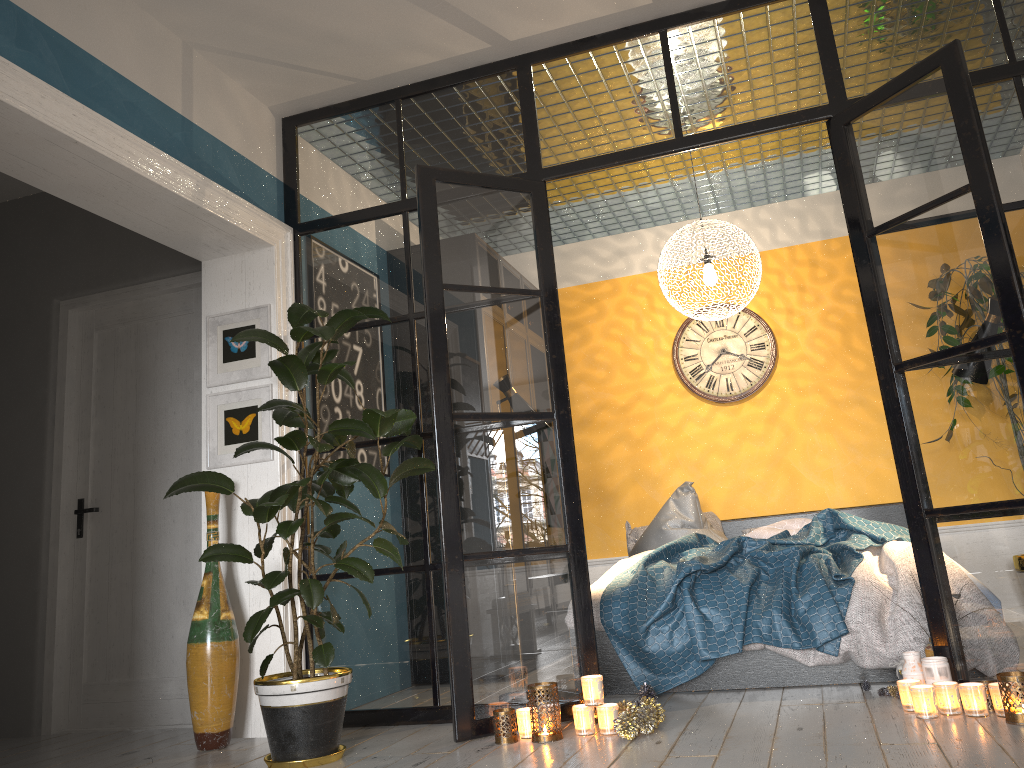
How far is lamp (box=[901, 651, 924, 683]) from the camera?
3.2 meters

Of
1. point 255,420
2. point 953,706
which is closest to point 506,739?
point 953,706

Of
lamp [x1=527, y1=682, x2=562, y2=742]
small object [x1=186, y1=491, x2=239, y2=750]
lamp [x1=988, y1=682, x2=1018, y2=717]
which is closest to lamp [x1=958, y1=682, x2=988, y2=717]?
lamp [x1=988, y1=682, x2=1018, y2=717]

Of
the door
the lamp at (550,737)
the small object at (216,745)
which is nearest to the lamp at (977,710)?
the lamp at (550,737)

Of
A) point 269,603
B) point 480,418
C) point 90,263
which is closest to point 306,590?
point 269,603

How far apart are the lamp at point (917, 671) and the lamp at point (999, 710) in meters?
0.3 m

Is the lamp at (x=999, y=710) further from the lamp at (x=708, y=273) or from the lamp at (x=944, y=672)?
the lamp at (x=708, y=273)

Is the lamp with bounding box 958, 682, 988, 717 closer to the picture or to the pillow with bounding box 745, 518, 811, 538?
the pillow with bounding box 745, 518, 811, 538

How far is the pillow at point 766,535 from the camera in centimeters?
517cm

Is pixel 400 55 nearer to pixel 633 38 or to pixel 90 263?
pixel 633 38
